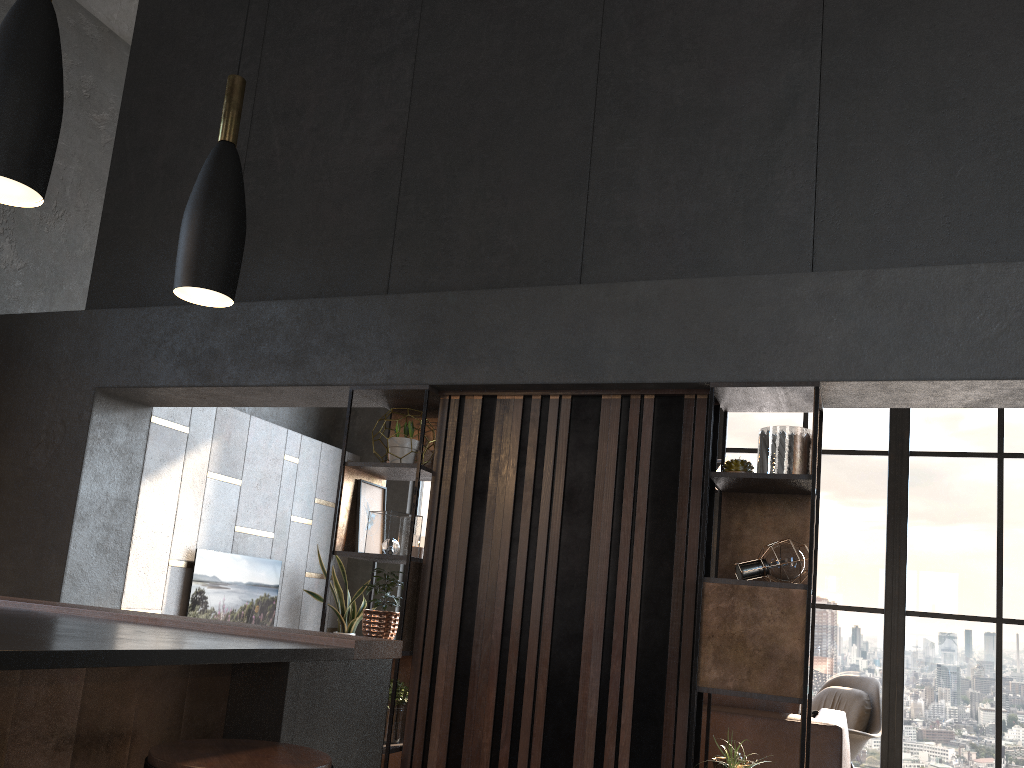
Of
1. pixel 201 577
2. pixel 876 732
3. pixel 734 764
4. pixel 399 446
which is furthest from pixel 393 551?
pixel 876 732

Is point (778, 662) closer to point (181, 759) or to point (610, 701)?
point (610, 701)

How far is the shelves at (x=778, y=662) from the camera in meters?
3.2

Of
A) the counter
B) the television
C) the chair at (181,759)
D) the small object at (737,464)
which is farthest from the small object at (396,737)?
the television

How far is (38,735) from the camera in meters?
A: 1.6

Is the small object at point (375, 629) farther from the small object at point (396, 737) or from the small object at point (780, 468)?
the small object at point (780, 468)

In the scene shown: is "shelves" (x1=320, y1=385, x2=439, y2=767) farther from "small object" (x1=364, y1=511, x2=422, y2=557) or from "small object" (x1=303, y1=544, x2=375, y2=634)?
"small object" (x1=303, y1=544, x2=375, y2=634)

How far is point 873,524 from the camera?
7.3m

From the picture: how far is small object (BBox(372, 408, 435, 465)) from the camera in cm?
421

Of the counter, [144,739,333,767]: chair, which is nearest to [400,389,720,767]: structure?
→ the counter
